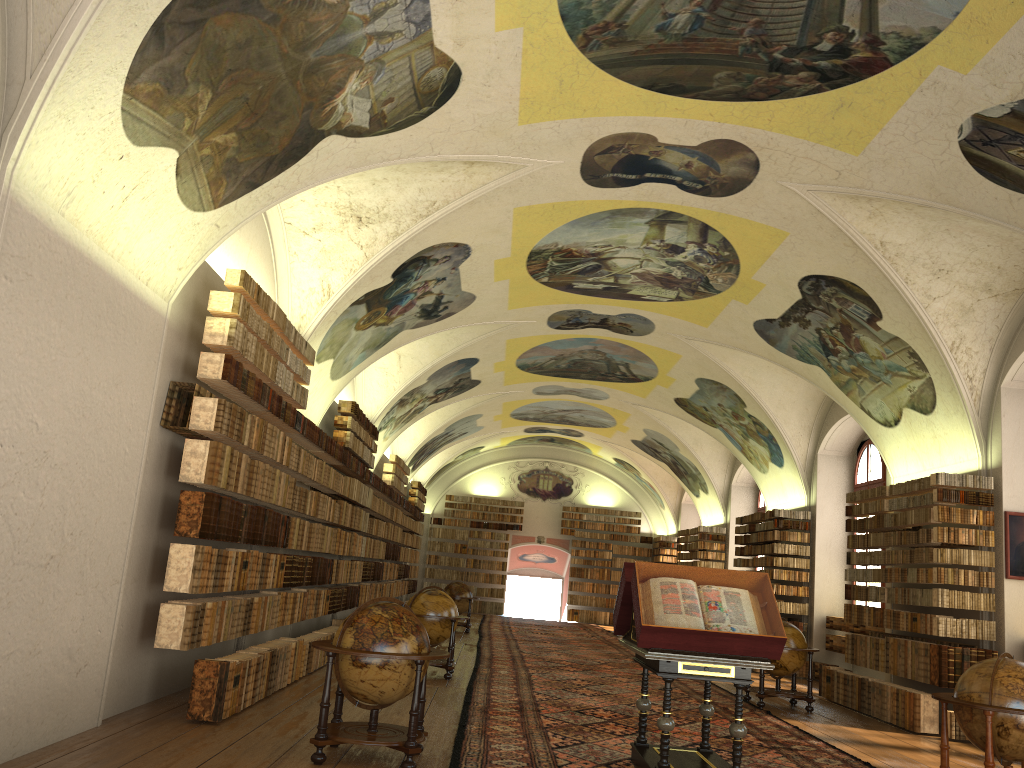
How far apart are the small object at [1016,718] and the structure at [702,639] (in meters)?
1.81

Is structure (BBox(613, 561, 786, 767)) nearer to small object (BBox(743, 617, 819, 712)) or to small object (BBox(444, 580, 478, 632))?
small object (BBox(743, 617, 819, 712))

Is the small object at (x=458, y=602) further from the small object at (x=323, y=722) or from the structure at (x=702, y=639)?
the small object at (x=323, y=722)

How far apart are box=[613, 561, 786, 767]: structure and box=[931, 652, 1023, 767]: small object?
1.8 meters

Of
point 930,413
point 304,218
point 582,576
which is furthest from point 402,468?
point 930,413

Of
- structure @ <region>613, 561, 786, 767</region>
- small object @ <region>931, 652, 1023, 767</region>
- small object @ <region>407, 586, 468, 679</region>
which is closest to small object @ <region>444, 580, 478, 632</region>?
small object @ <region>407, 586, 468, 679</region>

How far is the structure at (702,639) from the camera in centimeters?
757cm

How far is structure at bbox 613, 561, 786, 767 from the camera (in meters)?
7.57

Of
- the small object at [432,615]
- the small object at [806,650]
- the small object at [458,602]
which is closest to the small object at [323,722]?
the small object at [432,615]

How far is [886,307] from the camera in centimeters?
1397cm
